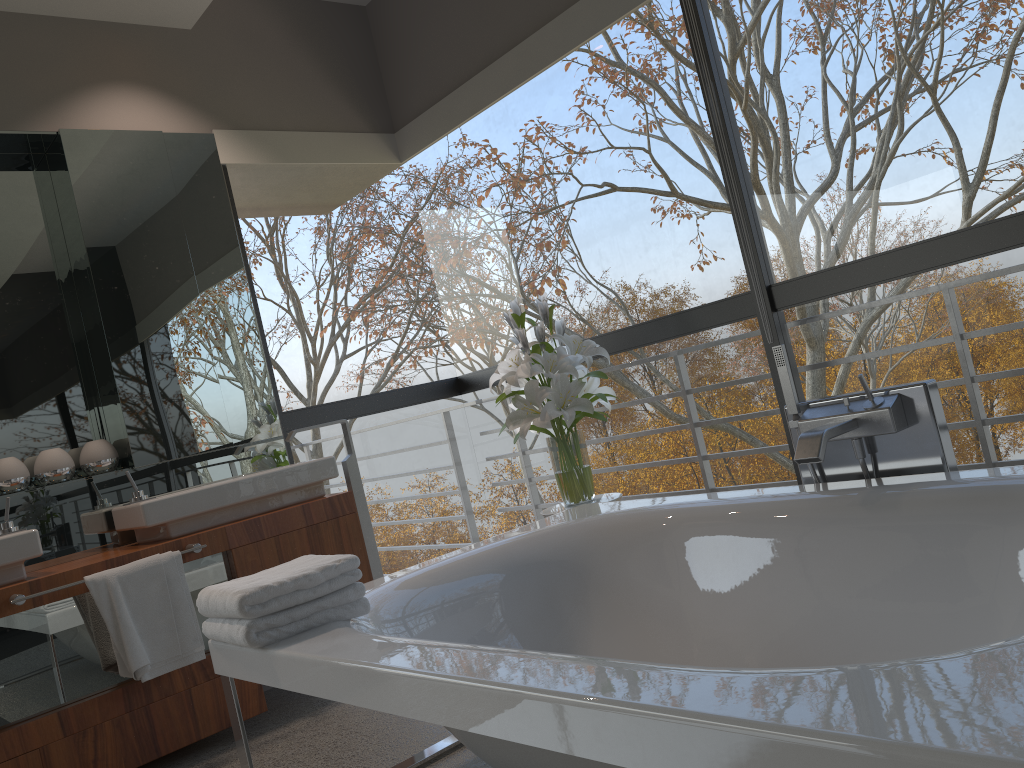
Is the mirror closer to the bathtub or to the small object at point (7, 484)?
the small object at point (7, 484)

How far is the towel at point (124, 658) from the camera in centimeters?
272cm

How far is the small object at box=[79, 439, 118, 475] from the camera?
3.3m

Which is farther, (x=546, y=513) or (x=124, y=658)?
(x=546, y=513)

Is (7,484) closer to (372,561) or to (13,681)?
(13,681)

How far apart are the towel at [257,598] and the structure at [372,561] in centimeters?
130cm

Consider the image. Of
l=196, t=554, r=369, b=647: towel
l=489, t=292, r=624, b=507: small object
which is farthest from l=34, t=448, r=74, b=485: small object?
l=489, t=292, r=624, b=507: small object

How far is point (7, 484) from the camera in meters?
3.1 m

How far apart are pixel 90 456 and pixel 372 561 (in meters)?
1.15

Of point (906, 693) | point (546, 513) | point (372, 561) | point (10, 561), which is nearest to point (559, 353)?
point (546, 513)
